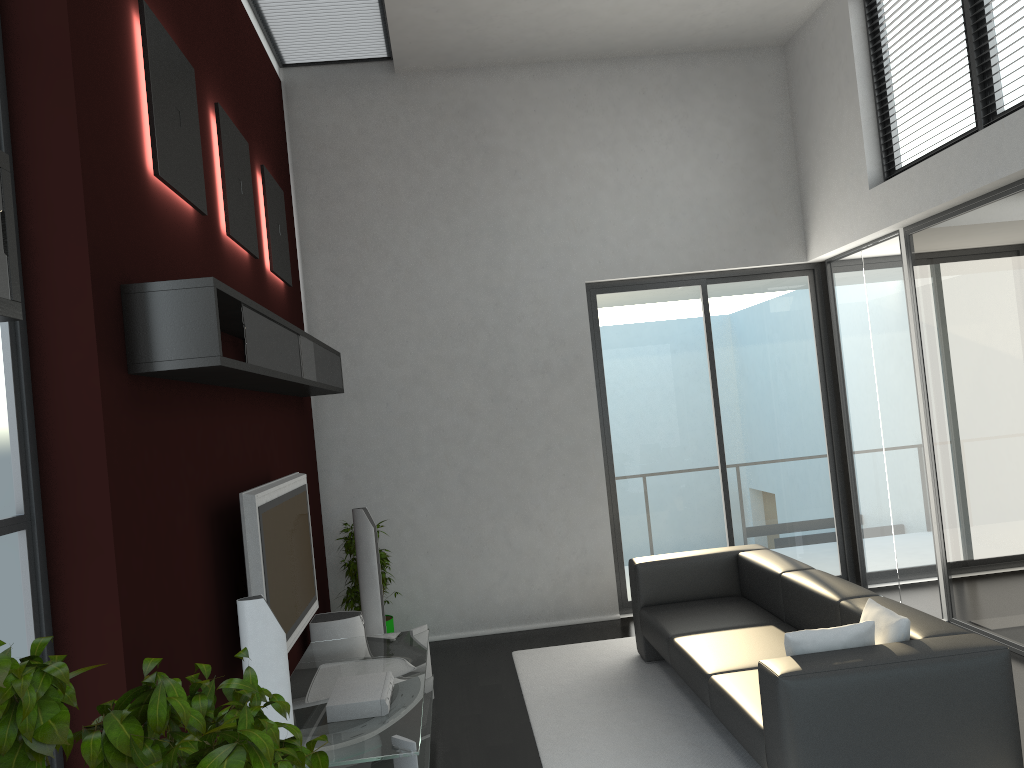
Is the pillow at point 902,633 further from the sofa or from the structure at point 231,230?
the structure at point 231,230

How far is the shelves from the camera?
2.96m

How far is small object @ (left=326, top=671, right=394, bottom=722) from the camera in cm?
395

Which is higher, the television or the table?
the television

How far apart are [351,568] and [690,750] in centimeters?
291cm

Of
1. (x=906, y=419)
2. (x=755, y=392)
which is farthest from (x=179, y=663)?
(x=755, y=392)

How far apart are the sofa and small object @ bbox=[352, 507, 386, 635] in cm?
171

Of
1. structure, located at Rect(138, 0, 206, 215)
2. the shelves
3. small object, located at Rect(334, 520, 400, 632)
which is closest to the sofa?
small object, located at Rect(334, 520, 400, 632)

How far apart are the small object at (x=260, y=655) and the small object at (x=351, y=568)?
3.2m

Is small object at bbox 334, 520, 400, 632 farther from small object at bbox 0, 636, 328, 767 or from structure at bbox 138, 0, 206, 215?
small object at bbox 0, 636, 328, 767
